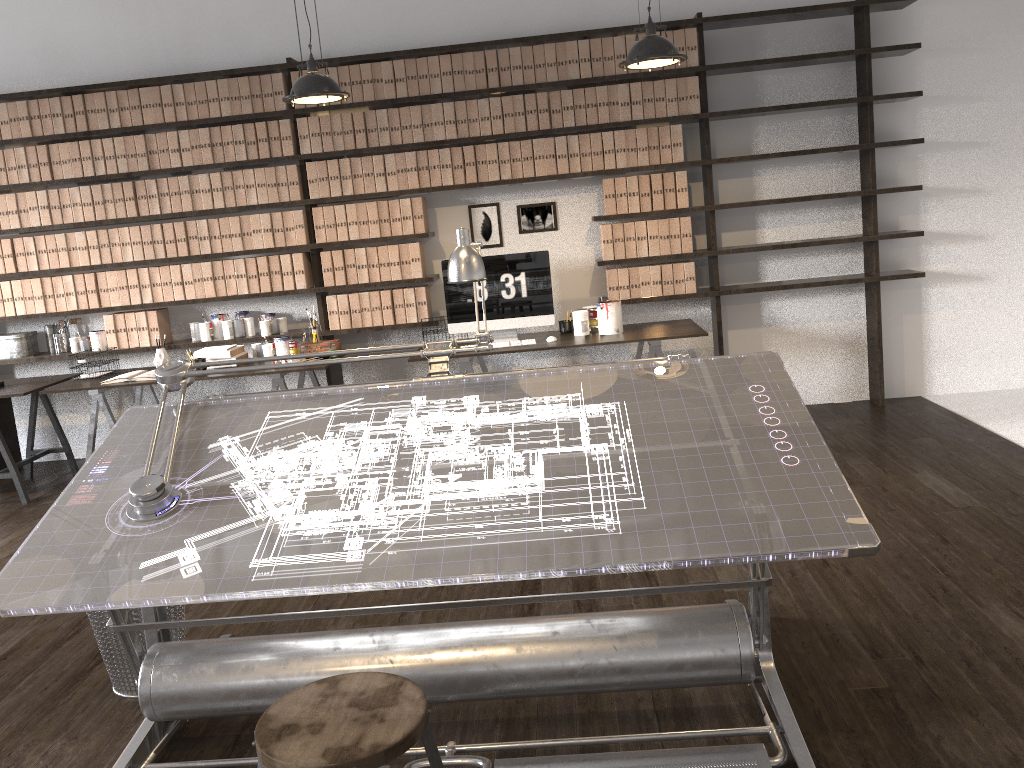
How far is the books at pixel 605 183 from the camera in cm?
532

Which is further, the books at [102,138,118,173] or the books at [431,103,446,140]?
the books at [102,138,118,173]

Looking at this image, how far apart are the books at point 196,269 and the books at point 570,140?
2.4 meters

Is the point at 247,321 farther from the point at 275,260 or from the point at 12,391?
the point at 12,391

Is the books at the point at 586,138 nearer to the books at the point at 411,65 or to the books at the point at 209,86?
the books at the point at 411,65

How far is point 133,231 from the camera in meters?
5.5 m

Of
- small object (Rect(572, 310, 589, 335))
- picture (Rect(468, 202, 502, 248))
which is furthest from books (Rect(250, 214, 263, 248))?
small object (Rect(572, 310, 589, 335))

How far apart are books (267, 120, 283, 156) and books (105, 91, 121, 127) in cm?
95

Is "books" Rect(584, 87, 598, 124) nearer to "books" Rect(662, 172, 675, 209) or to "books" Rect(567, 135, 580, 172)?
"books" Rect(567, 135, 580, 172)

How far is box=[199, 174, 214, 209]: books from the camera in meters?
5.4 m
